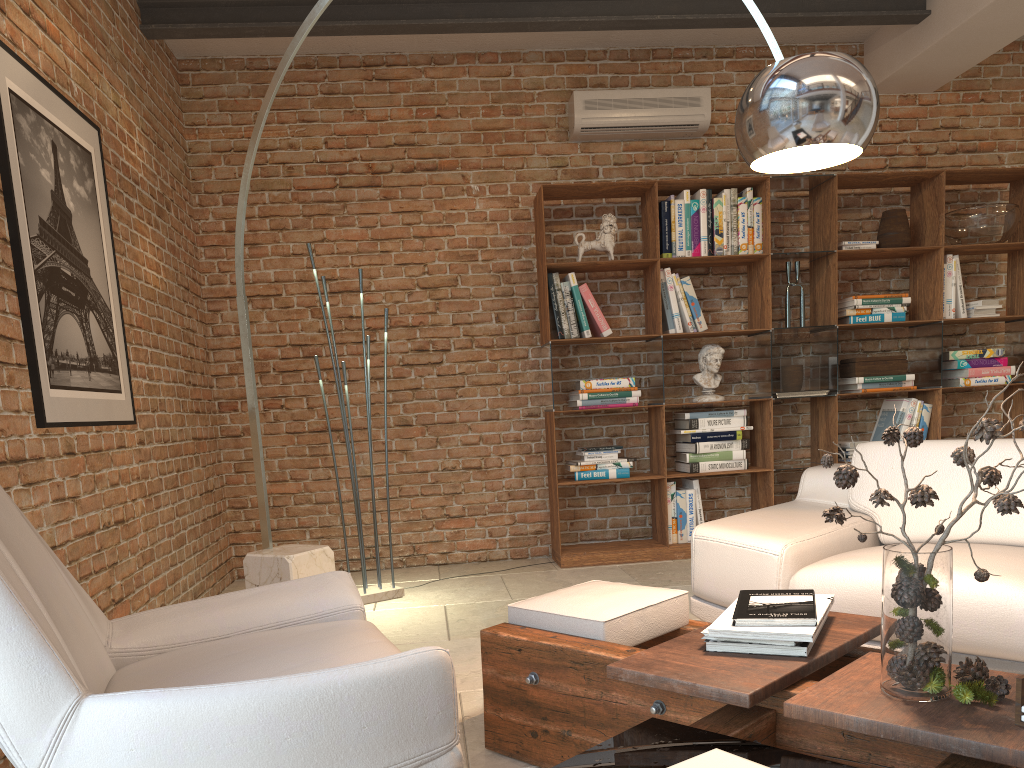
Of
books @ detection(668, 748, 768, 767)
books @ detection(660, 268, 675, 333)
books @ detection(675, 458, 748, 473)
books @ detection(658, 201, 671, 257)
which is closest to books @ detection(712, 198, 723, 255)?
books @ detection(658, 201, 671, 257)

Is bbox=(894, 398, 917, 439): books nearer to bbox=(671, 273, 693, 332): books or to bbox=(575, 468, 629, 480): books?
bbox=(671, 273, 693, 332): books

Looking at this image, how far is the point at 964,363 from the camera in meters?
5.4 m

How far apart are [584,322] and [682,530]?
1.37m

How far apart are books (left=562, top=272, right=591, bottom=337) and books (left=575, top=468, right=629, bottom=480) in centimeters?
82cm

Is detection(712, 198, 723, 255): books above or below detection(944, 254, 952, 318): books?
above

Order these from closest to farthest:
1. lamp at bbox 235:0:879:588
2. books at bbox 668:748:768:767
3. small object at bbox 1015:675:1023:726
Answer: books at bbox 668:748:768:767
small object at bbox 1015:675:1023:726
lamp at bbox 235:0:879:588

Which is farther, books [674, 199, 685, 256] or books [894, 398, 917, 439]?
books [894, 398, 917, 439]

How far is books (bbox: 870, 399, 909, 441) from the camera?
5.42m

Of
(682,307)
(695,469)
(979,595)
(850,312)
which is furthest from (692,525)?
(979,595)
